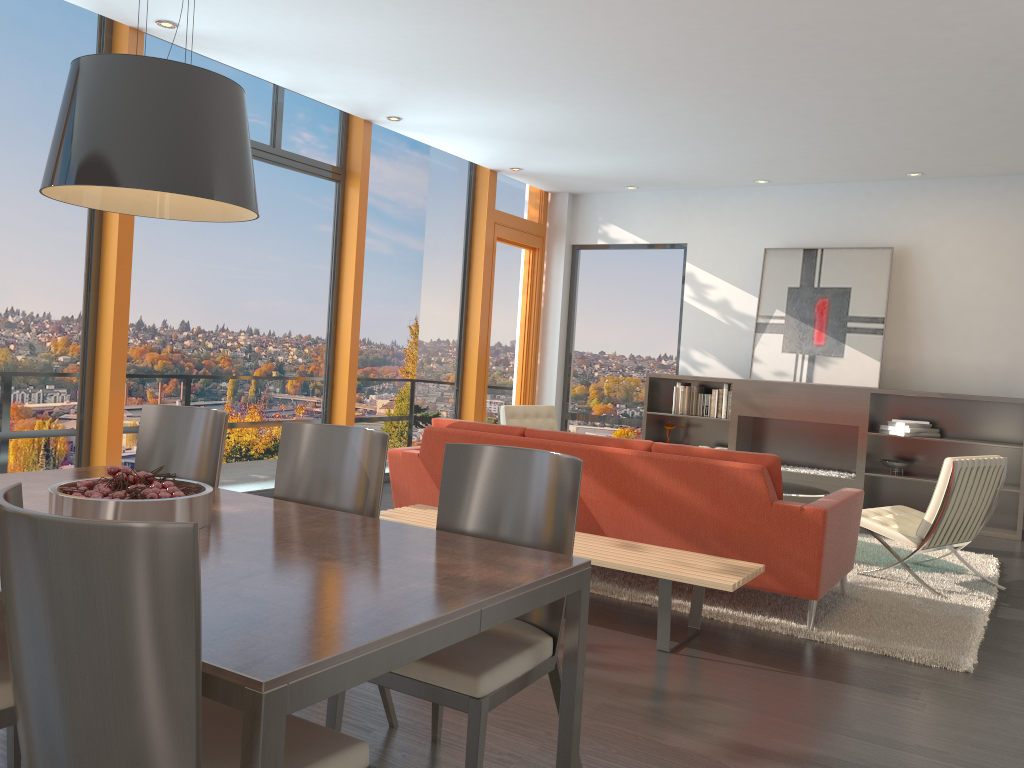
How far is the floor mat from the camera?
4.1 meters

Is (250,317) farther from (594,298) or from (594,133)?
(594,298)

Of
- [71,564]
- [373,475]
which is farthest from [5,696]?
[373,475]

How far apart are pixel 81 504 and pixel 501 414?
5.25m

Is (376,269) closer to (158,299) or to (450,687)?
(158,299)

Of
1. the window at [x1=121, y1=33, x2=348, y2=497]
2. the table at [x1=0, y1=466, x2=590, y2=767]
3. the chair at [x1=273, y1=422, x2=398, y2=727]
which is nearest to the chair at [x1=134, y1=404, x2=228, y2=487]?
the table at [x1=0, y1=466, x2=590, y2=767]

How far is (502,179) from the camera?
9.49m

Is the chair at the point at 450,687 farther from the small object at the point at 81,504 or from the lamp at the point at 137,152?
the lamp at the point at 137,152

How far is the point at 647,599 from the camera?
4.6m

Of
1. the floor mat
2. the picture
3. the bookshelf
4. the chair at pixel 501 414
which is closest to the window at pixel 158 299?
the chair at pixel 501 414
